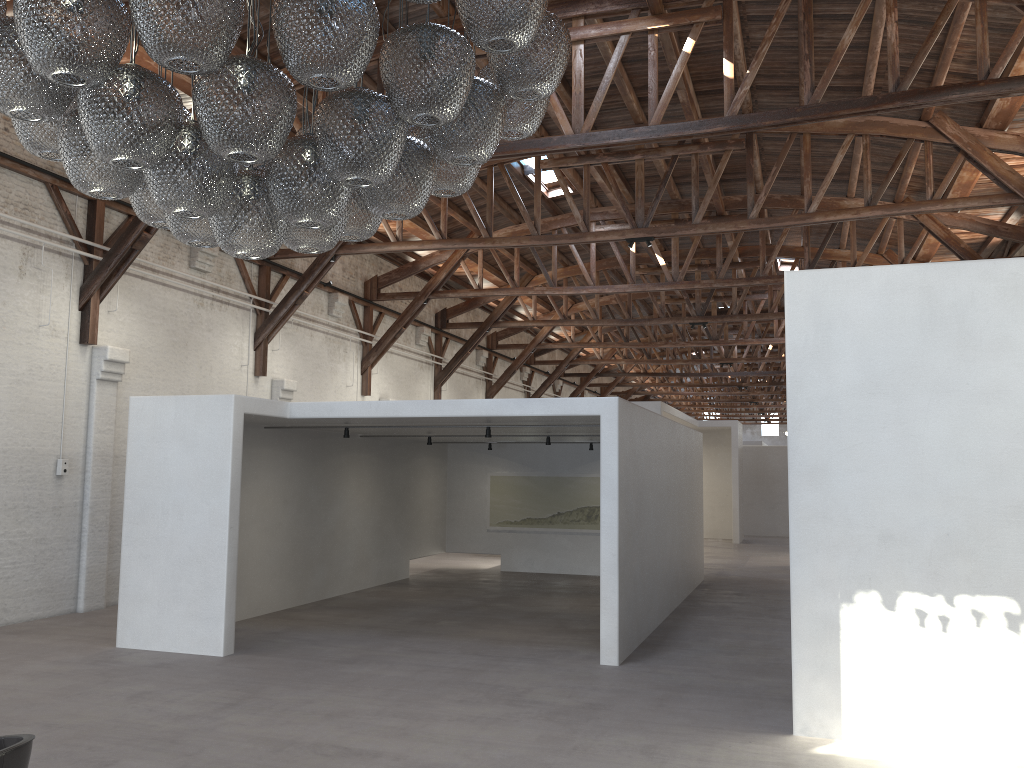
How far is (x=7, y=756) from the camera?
3.2m

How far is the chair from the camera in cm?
317

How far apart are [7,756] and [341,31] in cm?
279

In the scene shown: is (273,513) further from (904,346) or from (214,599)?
(904,346)

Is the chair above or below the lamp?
below

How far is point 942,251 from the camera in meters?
18.4

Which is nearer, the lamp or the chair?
the lamp

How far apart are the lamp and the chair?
2.0 meters

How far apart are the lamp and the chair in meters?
2.0 m

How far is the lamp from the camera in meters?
2.9 m
